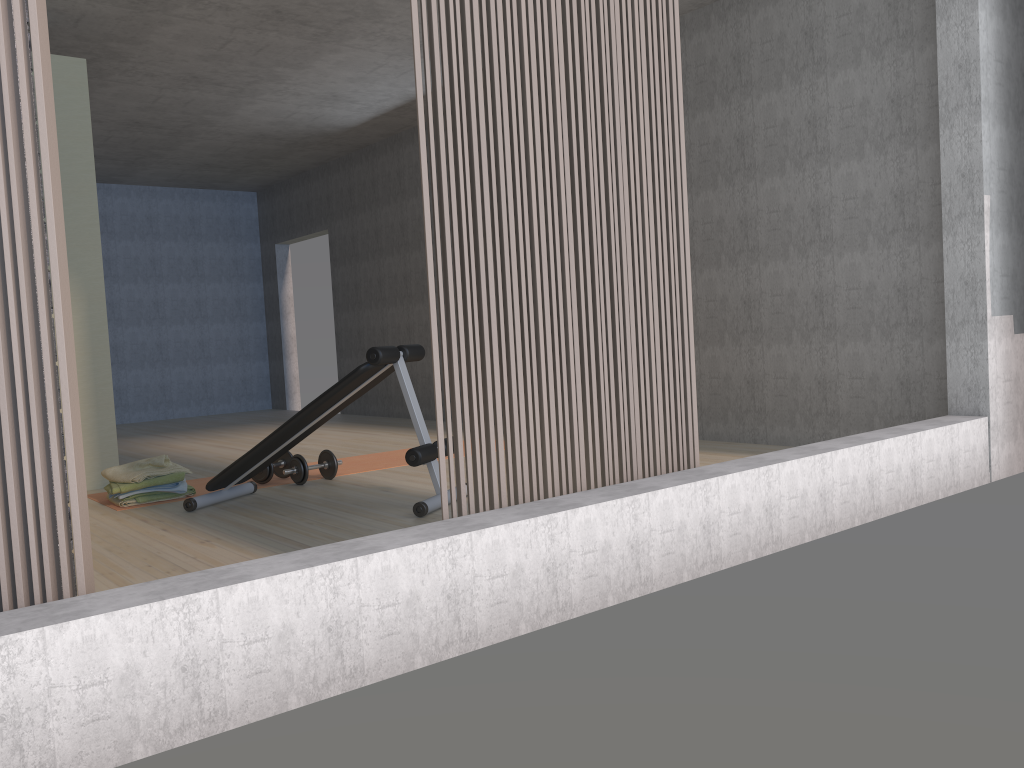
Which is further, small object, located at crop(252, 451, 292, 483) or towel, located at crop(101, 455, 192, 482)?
small object, located at crop(252, 451, 292, 483)

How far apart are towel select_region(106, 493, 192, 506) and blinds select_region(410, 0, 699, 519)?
2.7m

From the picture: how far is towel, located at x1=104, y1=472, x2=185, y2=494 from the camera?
4.5m

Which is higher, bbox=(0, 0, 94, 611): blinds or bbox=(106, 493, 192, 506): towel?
bbox=(0, 0, 94, 611): blinds

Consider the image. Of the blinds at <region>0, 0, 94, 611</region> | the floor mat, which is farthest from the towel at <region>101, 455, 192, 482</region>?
the blinds at <region>0, 0, 94, 611</region>

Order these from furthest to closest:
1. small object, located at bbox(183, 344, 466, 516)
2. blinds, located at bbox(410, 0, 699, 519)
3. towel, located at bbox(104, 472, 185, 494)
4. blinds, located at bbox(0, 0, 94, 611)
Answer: towel, located at bbox(104, 472, 185, 494) → small object, located at bbox(183, 344, 466, 516) → blinds, located at bbox(410, 0, 699, 519) → blinds, located at bbox(0, 0, 94, 611)

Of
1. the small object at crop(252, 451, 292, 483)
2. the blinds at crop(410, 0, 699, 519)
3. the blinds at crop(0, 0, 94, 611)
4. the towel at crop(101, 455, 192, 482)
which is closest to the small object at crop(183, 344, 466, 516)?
the small object at crop(252, 451, 292, 483)

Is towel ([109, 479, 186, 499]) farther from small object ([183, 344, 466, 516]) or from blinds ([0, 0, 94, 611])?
blinds ([0, 0, 94, 611])

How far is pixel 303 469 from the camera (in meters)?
4.89

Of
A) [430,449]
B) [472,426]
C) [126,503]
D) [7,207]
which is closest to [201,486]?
[126,503]
